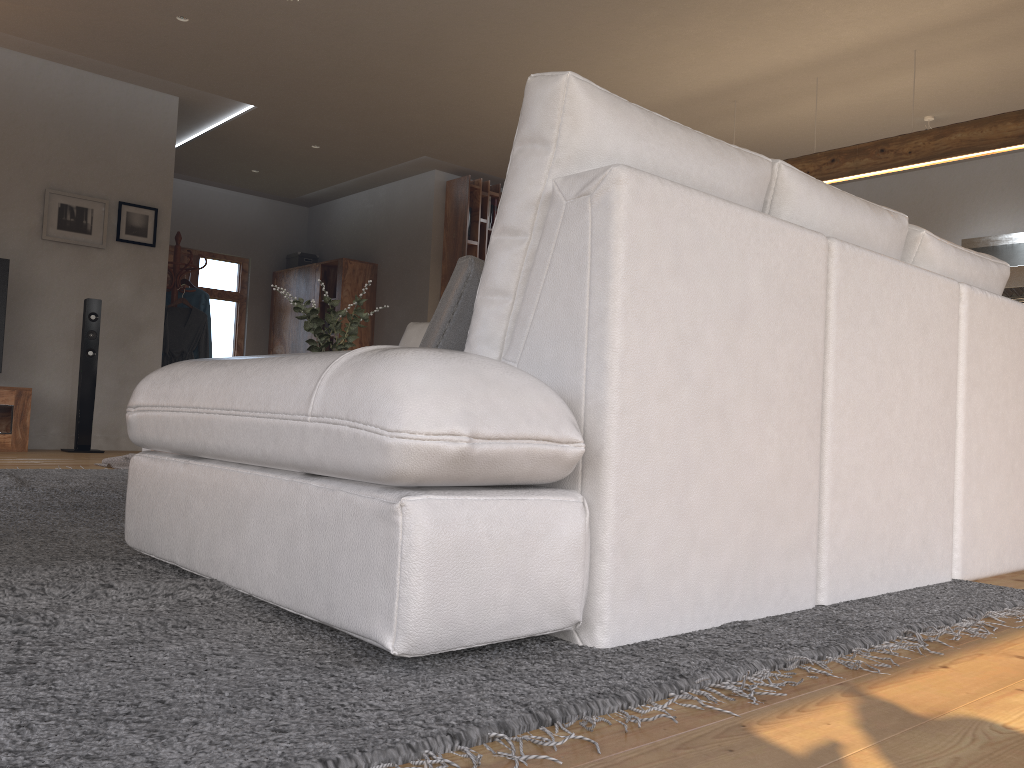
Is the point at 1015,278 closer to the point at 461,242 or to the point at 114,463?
the point at 461,242

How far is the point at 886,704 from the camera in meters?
1.2 m

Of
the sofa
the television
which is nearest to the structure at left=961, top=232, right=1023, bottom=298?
the sofa

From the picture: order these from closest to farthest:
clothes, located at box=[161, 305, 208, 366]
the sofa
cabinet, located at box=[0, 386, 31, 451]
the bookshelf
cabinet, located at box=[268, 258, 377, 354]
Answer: the sofa, cabinet, located at box=[0, 386, 31, 451], clothes, located at box=[161, 305, 208, 366], the bookshelf, cabinet, located at box=[268, 258, 377, 354]

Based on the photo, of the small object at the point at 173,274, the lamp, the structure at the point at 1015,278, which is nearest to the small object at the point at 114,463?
the small object at the point at 173,274

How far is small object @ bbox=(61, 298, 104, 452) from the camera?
6.2 meters

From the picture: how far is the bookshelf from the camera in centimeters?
854cm

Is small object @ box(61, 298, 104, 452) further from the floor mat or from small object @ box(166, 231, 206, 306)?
the floor mat

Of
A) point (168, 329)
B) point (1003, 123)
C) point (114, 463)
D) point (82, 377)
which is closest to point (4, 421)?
point (82, 377)

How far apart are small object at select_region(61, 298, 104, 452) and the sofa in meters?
2.5
